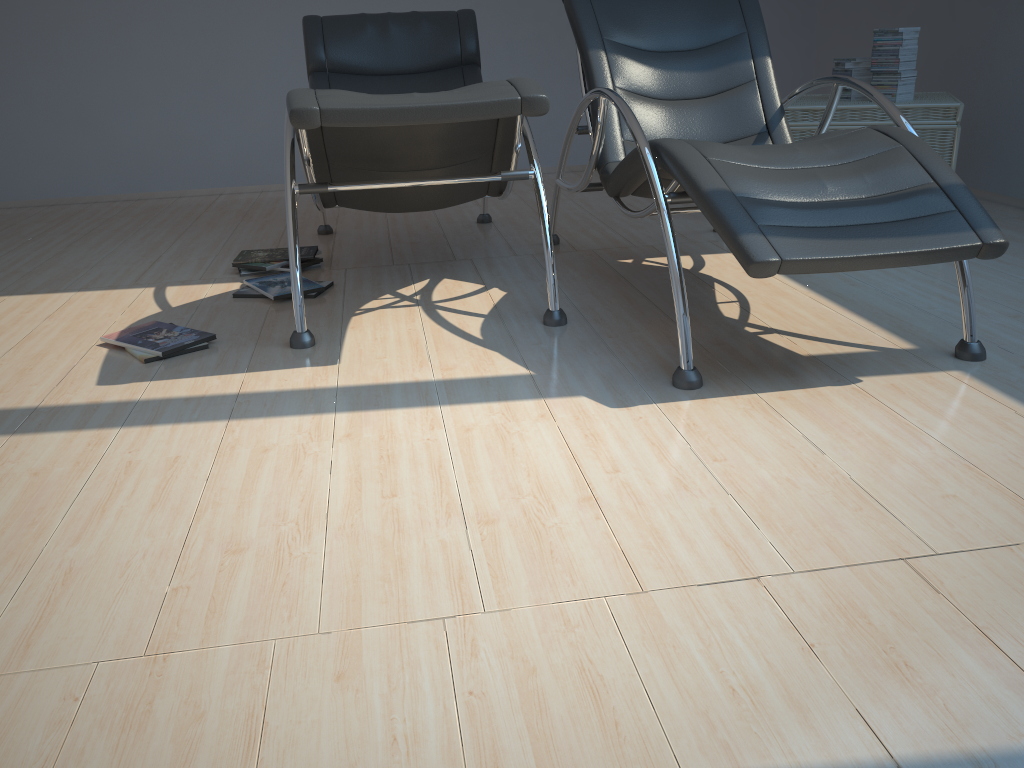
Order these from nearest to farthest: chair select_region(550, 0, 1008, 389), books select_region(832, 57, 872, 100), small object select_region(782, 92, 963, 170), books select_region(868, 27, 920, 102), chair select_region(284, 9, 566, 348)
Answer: chair select_region(550, 0, 1008, 389)
chair select_region(284, 9, 566, 348)
small object select_region(782, 92, 963, 170)
books select_region(868, 27, 920, 102)
books select_region(832, 57, 872, 100)

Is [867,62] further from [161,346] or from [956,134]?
[161,346]

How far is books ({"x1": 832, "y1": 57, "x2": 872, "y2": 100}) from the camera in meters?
3.9 m

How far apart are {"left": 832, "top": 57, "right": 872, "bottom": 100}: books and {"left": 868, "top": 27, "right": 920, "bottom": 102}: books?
0.1 meters

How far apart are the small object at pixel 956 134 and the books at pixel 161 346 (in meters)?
2.06

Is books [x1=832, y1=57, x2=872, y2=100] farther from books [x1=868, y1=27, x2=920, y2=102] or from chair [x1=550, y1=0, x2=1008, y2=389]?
chair [x1=550, y1=0, x2=1008, y2=389]

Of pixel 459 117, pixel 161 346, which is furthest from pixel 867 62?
pixel 161 346

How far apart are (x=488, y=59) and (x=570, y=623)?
4.8 meters

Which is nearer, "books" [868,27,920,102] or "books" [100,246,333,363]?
"books" [100,246,333,363]

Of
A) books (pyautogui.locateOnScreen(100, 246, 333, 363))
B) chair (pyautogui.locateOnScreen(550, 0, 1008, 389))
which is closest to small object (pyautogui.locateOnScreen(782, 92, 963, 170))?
chair (pyautogui.locateOnScreen(550, 0, 1008, 389))
